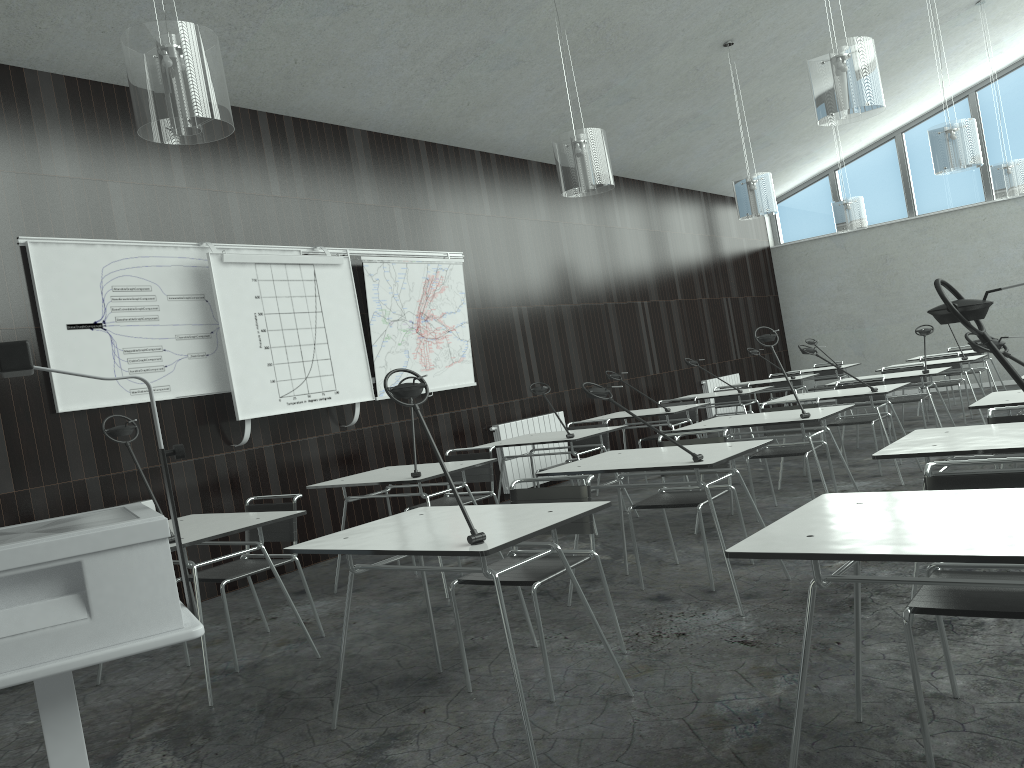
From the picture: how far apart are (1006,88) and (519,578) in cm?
1225

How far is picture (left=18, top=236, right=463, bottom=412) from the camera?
5.0m

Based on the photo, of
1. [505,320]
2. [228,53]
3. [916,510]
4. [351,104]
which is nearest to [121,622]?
[916,510]

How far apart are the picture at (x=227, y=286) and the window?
9.55m

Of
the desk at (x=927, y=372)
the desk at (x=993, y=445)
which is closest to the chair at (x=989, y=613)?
the desk at (x=993, y=445)

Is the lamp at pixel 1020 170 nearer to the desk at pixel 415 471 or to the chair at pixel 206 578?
the desk at pixel 415 471

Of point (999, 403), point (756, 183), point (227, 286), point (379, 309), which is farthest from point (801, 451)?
point (227, 286)

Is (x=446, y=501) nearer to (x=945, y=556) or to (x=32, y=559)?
(x=32, y=559)

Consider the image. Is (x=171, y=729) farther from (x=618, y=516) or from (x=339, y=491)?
(x=618, y=516)

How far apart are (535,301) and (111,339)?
4.42m
